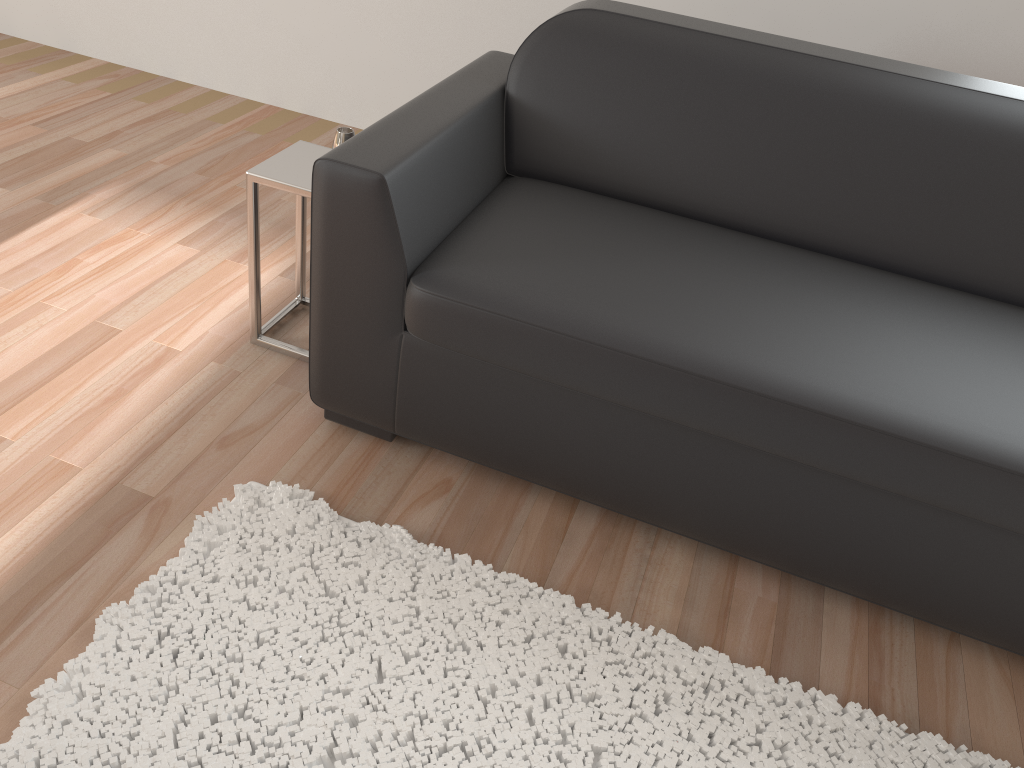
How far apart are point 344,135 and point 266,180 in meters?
0.2 m

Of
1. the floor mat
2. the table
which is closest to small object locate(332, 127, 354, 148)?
the table

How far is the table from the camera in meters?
1.9 m

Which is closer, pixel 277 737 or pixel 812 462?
pixel 277 737

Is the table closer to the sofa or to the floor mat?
the sofa

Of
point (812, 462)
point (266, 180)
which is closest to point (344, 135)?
point (266, 180)

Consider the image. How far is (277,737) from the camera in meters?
1.4 m

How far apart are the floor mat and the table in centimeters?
45cm

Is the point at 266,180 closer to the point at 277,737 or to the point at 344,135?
the point at 344,135

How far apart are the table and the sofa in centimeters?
24cm
